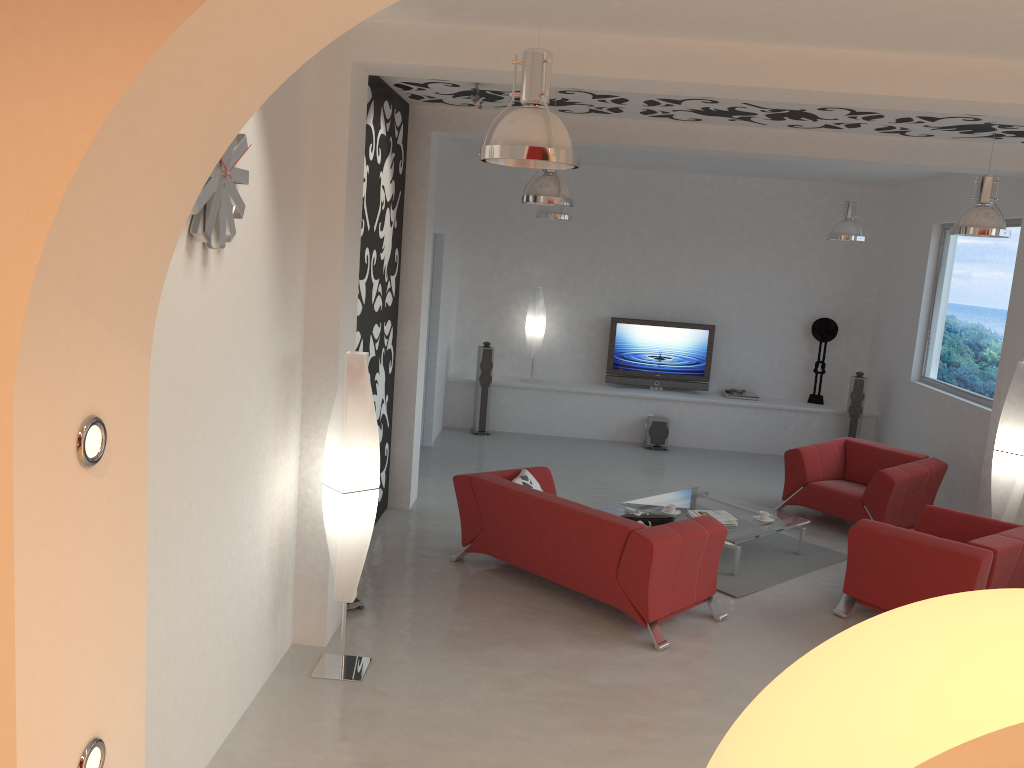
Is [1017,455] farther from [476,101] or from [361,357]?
[361,357]

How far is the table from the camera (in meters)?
7.07

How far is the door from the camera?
10.1 meters

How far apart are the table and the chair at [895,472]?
0.84m

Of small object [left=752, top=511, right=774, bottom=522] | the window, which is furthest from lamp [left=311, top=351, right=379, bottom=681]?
the window

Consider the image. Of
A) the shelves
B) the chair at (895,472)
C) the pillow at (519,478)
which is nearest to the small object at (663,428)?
the shelves

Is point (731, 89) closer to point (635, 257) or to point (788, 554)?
point (788, 554)

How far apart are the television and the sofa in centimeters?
488cm

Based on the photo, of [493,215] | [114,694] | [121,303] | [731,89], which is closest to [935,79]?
[731,89]

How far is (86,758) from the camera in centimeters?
184cm
